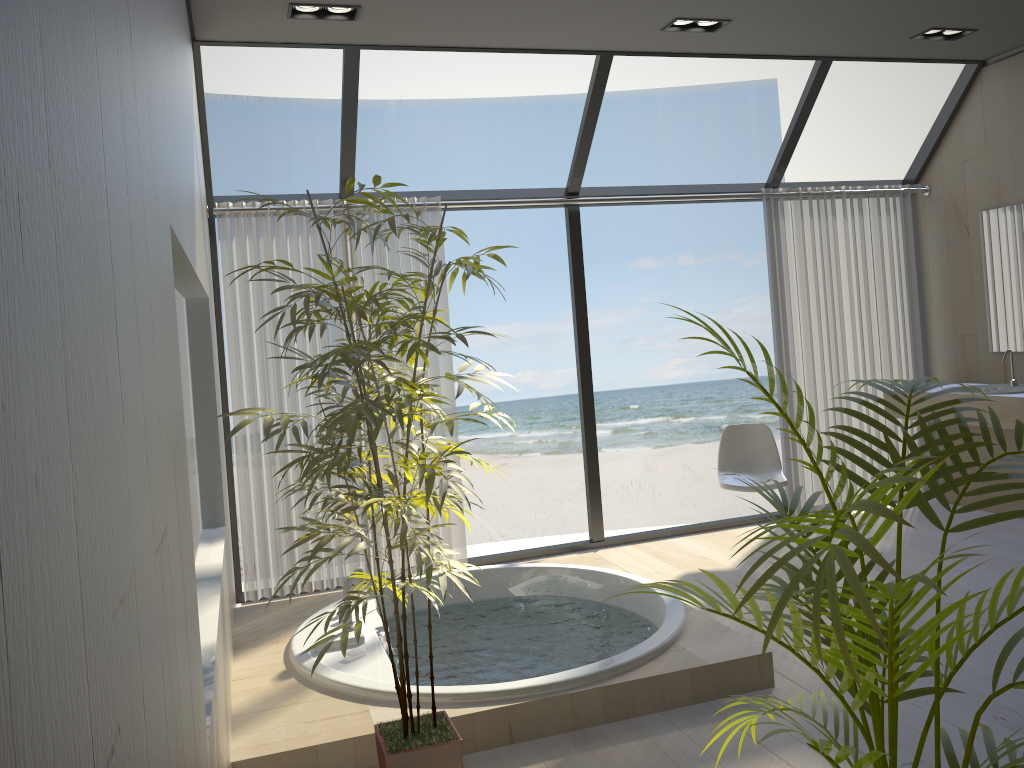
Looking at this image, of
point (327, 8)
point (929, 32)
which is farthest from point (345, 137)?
point (929, 32)

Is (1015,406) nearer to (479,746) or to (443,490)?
(479,746)

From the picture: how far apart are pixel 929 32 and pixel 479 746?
4.28m

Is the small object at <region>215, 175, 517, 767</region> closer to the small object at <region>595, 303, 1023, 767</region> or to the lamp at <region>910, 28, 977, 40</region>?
the small object at <region>595, 303, 1023, 767</region>

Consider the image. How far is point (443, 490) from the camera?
2.1 meters

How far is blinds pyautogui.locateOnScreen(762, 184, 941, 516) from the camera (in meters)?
5.56

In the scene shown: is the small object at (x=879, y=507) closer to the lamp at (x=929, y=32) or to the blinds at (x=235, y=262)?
the blinds at (x=235, y=262)

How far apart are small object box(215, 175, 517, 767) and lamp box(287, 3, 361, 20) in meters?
1.6 m

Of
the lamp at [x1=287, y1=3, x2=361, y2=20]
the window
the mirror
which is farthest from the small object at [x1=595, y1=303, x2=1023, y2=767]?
the mirror

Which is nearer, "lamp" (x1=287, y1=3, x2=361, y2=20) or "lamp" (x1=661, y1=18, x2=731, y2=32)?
"lamp" (x1=287, y1=3, x2=361, y2=20)
